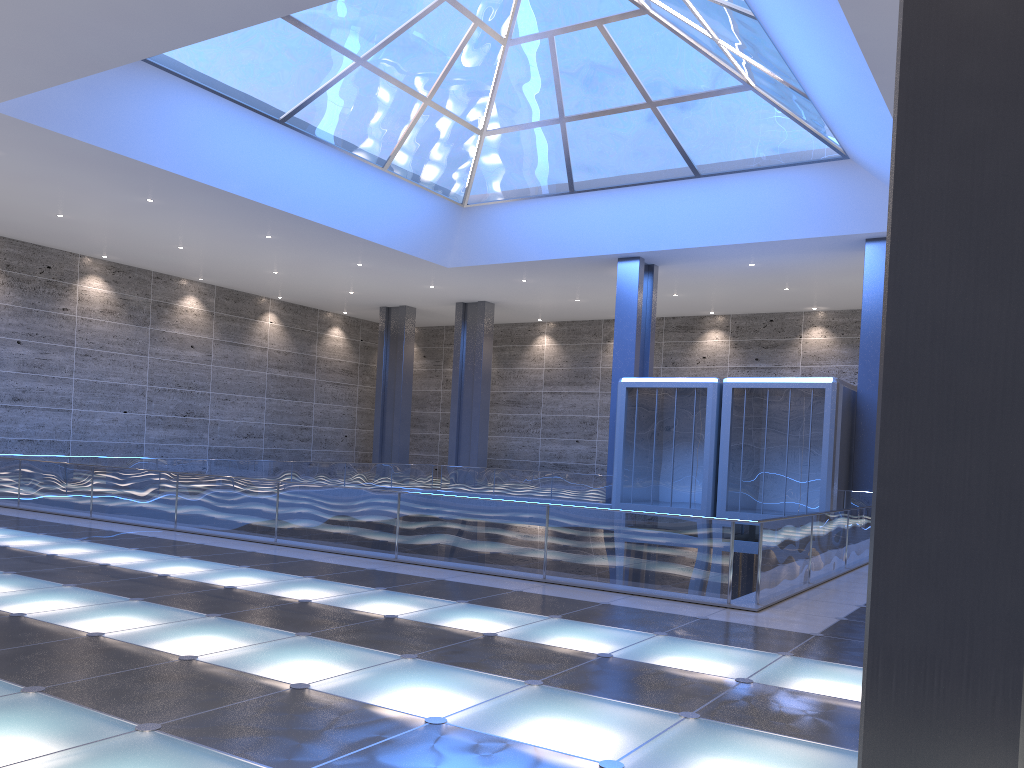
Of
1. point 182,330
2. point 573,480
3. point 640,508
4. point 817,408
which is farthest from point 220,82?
point 182,330

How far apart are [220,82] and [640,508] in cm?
1844

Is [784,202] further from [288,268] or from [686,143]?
[288,268]

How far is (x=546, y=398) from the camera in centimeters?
4942cm
